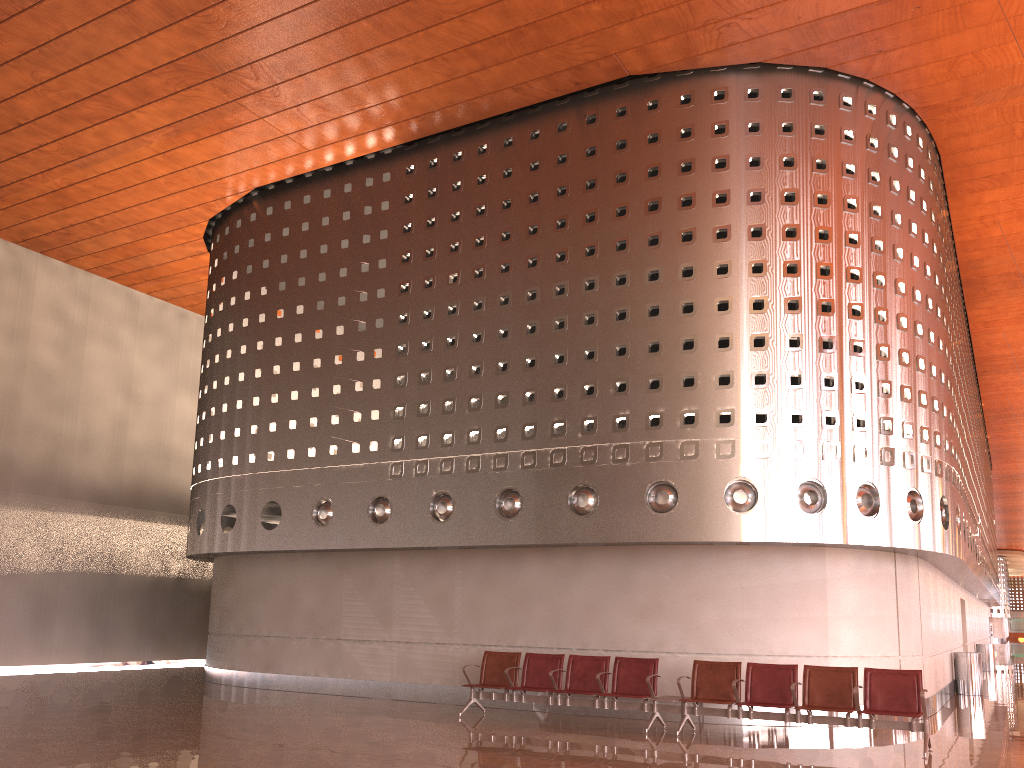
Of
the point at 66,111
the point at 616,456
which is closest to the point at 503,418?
the point at 616,456

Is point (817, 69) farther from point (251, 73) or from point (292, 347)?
point (292, 347)
